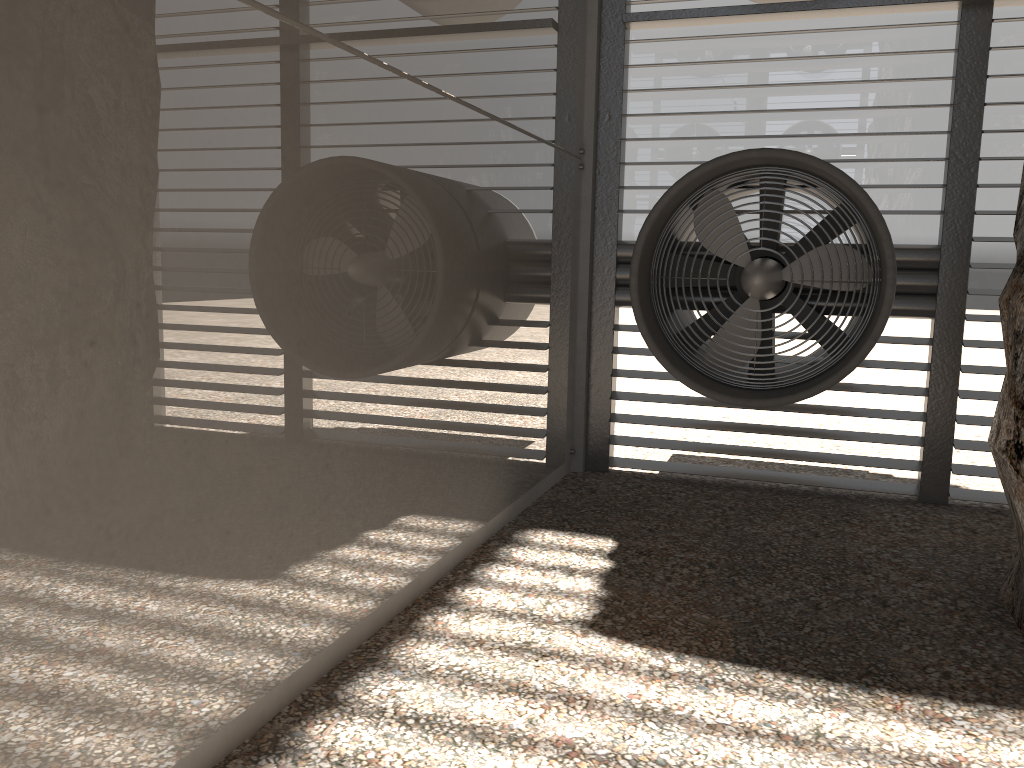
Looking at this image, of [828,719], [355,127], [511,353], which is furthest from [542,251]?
[828,719]

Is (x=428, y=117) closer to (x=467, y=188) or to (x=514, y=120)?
(x=467, y=188)
